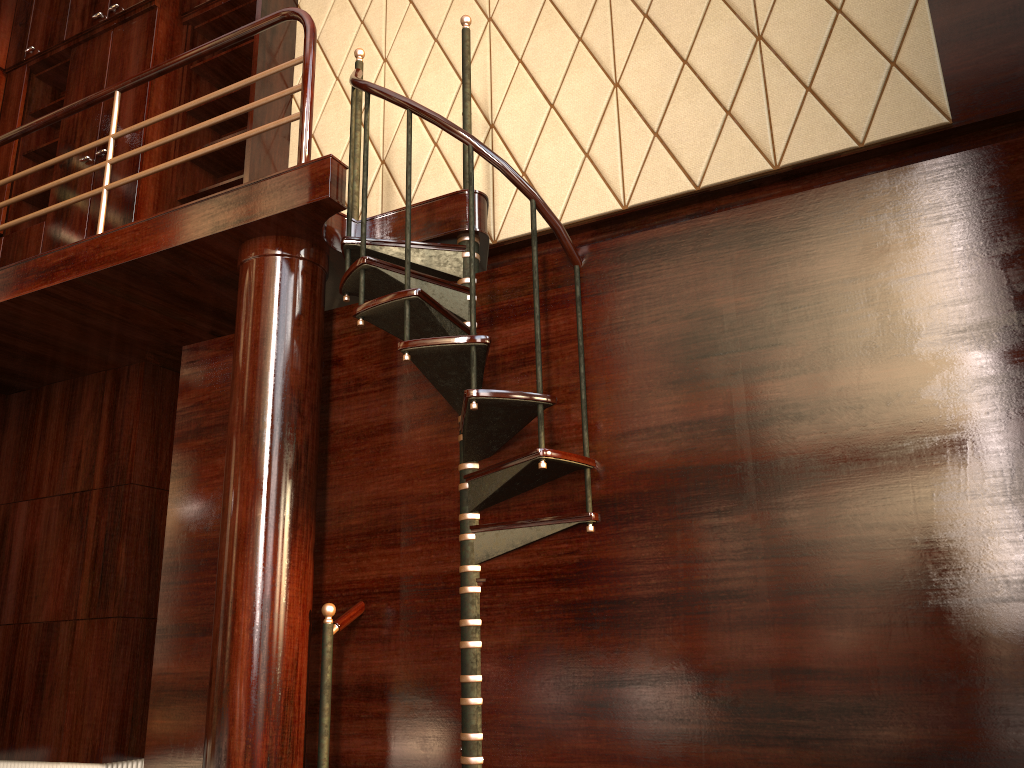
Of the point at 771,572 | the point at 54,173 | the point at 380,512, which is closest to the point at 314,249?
the point at 380,512

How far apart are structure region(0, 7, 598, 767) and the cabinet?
0.6m

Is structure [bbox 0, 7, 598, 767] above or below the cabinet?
below

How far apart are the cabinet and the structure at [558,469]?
0.6m

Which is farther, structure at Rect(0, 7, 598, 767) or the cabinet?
the cabinet

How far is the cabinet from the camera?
4.5 meters

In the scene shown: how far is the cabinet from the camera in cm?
454

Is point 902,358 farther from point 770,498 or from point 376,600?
point 376,600

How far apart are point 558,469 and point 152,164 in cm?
303
